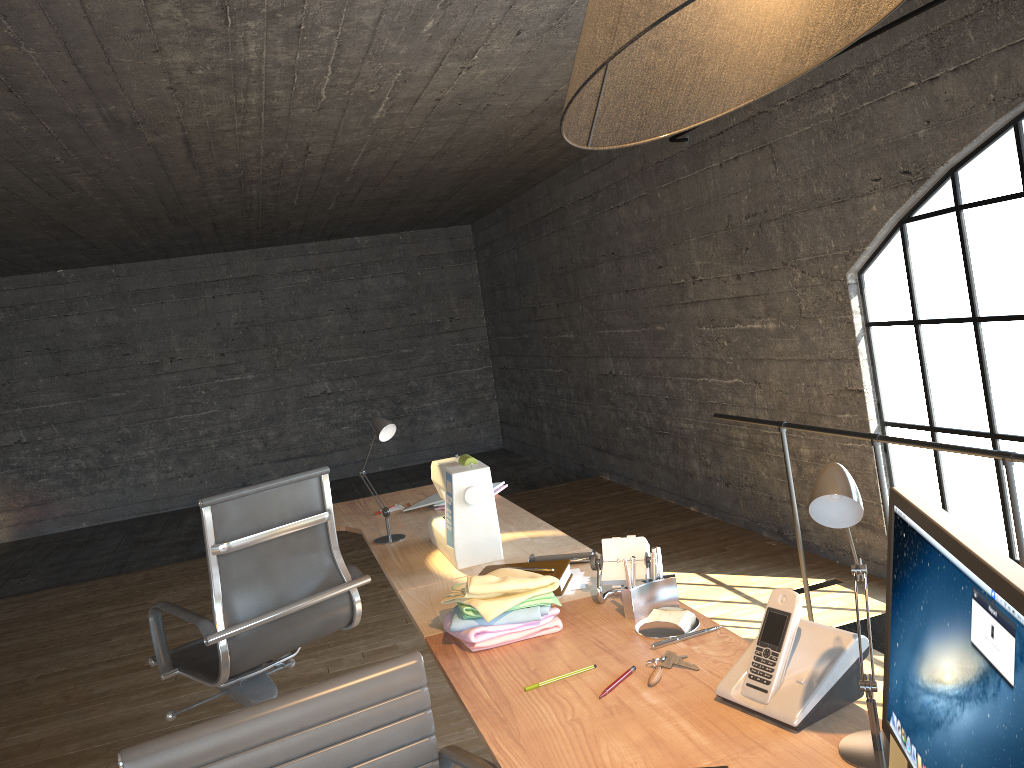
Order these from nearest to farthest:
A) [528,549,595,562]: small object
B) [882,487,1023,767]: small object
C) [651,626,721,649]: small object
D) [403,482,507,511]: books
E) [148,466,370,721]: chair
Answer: [882,487,1023,767]: small object, [651,626,721,649]: small object, [528,549,595,562]: small object, [148,466,370,721]: chair, [403,482,507,511]: books

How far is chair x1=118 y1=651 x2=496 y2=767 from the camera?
1.38m

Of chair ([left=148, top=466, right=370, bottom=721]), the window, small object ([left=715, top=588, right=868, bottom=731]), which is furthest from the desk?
the window

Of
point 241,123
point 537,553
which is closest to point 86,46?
point 241,123

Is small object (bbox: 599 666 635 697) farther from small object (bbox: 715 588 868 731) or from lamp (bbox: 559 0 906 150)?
lamp (bbox: 559 0 906 150)

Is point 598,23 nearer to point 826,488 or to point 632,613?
point 826,488

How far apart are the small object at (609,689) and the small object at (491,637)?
0.3 meters

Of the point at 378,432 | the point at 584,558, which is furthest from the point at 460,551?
the point at 378,432

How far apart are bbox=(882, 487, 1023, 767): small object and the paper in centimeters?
1cm

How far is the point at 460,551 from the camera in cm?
249
